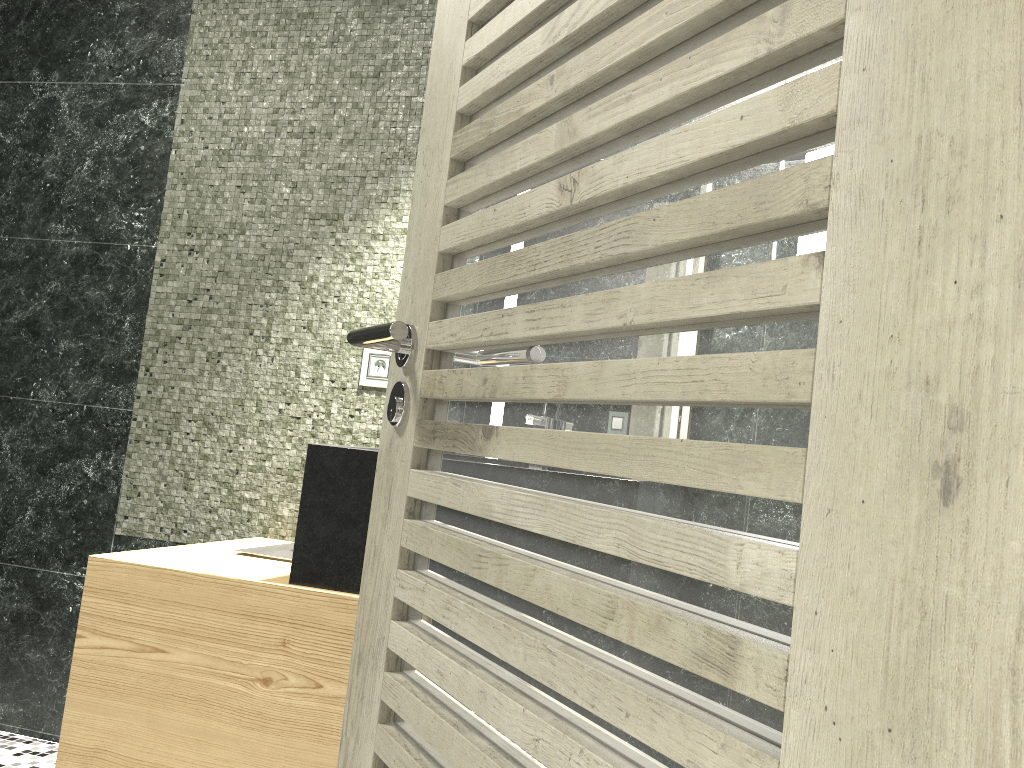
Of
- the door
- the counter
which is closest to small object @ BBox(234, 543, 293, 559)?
the counter

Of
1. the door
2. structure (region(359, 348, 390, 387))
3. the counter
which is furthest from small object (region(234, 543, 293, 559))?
the door

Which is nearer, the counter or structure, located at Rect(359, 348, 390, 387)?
the counter

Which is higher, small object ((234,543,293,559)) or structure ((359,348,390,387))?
structure ((359,348,390,387))

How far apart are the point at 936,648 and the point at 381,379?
2.4m

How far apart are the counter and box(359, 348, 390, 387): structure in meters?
0.6

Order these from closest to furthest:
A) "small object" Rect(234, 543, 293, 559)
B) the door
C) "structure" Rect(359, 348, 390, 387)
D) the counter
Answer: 1. the door
2. the counter
3. "small object" Rect(234, 543, 293, 559)
4. "structure" Rect(359, 348, 390, 387)

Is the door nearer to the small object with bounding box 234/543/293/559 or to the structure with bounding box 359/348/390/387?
the small object with bounding box 234/543/293/559

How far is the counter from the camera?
2.02m

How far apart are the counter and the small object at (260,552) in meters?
0.1 m
